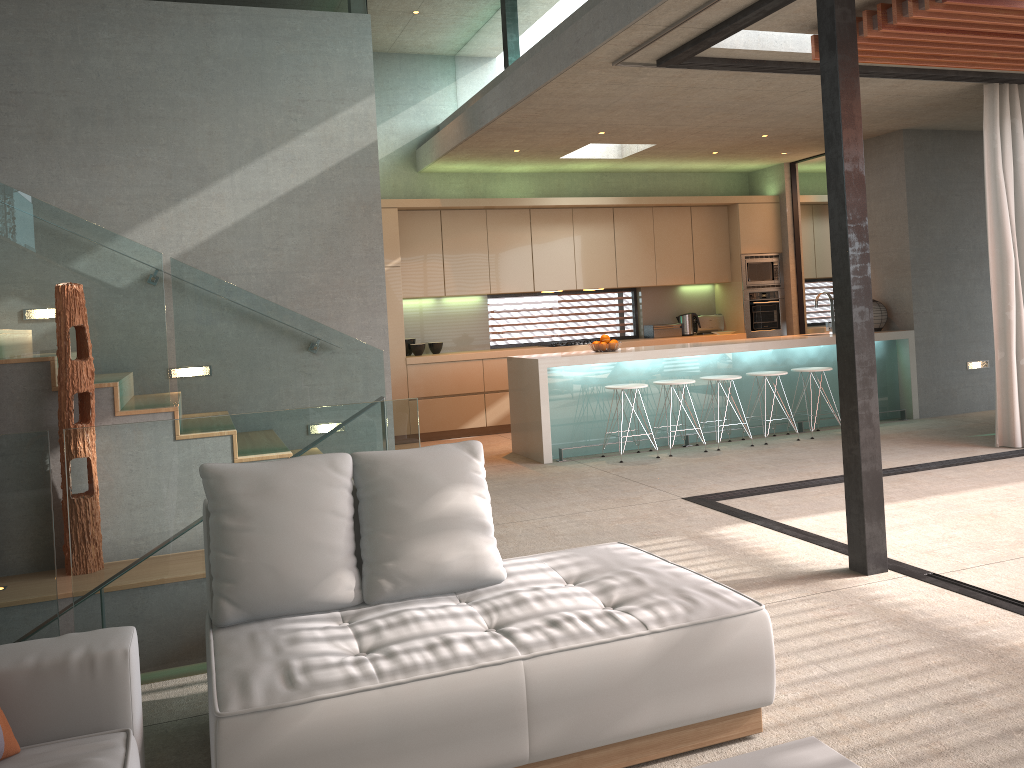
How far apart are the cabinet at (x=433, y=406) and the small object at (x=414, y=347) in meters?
Answer: 0.3

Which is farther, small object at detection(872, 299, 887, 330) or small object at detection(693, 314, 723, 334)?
small object at detection(693, 314, 723, 334)

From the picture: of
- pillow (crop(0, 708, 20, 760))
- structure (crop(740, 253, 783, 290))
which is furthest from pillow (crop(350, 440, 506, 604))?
structure (crop(740, 253, 783, 290))

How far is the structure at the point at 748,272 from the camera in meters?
10.7 m

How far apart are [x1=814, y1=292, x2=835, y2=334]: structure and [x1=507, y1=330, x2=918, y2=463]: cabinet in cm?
19

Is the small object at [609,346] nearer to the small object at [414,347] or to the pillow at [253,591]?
the small object at [414,347]

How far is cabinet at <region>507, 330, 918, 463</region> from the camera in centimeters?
776cm

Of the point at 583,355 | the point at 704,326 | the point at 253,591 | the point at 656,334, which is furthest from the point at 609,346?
the point at 253,591

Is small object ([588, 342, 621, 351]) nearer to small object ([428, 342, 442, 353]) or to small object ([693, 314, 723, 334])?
small object ([428, 342, 442, 353])

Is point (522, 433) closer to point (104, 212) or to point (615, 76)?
point (615, 76)
